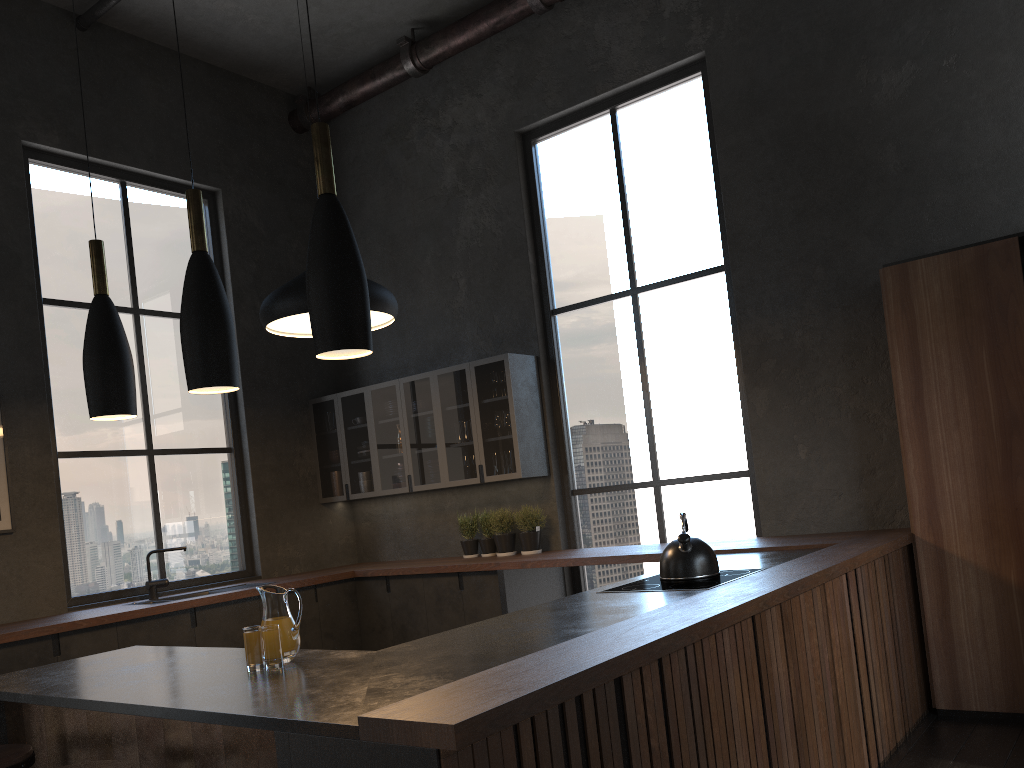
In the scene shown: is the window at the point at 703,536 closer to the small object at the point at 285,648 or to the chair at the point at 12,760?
the small object at the point at 285,648

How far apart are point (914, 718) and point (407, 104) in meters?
5.6

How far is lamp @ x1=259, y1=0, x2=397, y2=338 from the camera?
4.4 meters

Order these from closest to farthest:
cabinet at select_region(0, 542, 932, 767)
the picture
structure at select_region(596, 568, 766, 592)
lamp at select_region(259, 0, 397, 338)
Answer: cabinet at select_region(0, 542, 932, 767) → structure at select_region(596, 568, 766, 592) → lamp at select_region(259, 0, 397, 338) → the picture

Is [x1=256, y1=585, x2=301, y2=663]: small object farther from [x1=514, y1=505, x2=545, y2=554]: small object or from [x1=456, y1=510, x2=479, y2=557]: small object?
[x1=514, y1=505, x2=545, y2=554]: small object

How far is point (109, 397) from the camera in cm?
297

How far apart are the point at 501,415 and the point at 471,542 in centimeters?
103cm

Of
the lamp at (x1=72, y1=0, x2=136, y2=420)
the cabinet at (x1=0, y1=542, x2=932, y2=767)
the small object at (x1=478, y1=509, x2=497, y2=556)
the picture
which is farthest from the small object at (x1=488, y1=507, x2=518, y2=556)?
the lamp at (x1=72, y1=0, x2=136, y2=420)

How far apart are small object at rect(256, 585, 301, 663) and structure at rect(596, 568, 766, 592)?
1.3m

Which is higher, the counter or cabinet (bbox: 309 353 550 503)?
cabinet (bbox: 309 353 550 503)
